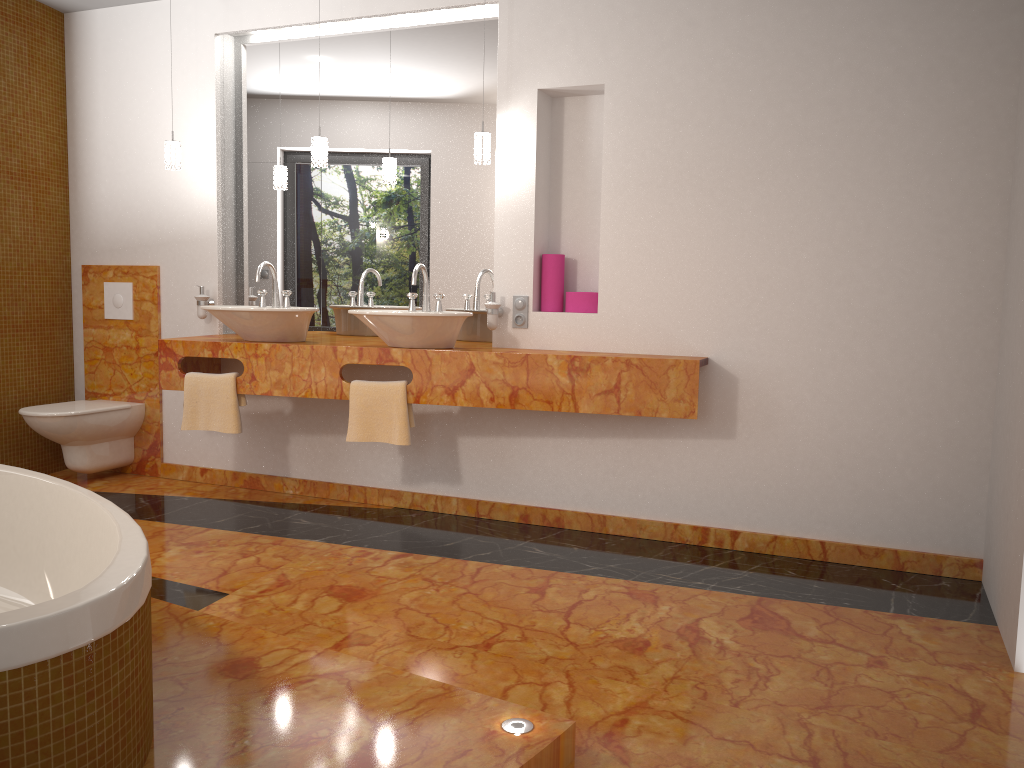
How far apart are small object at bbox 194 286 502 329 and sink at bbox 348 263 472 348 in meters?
0.2

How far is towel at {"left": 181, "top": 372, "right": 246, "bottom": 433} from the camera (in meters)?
4.00

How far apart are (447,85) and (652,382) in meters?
1.7

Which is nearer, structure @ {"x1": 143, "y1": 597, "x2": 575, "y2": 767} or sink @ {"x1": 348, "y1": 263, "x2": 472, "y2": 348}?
structure @ {"x1": 143, "y1": 597, "x2": 575, "y2": 767}

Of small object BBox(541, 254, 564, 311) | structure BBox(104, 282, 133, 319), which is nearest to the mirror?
small object BBox(541, 254, 564, 311)

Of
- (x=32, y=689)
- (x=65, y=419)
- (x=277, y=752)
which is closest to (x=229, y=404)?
(x=65, y=419)

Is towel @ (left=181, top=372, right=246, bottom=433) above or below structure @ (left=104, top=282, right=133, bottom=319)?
below

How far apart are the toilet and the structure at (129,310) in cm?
48

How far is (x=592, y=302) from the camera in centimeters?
387cm

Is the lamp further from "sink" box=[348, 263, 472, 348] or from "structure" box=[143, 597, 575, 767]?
"structure" box=[143, 597, 575, 767]
